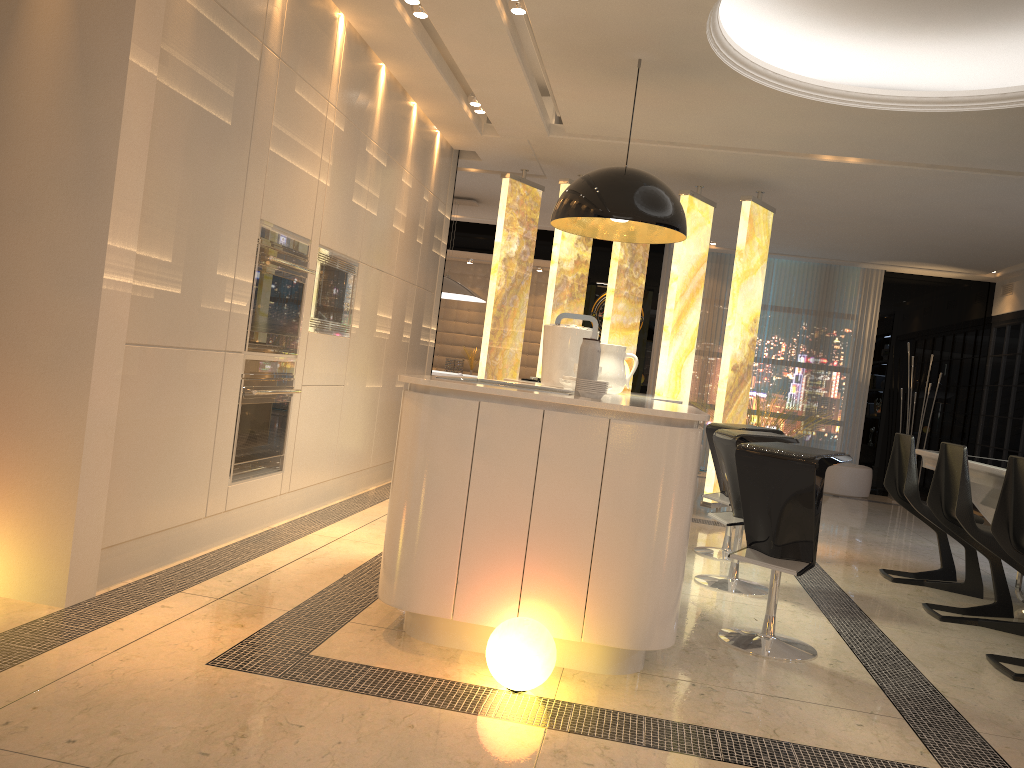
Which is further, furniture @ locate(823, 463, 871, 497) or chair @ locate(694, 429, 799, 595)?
furniture @ locate(823, 463, 871, 497)

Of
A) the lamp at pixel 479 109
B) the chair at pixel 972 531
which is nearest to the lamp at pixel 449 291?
the lamp at pixel 479 109

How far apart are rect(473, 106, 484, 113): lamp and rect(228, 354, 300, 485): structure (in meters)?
2.49

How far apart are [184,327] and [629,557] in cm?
193

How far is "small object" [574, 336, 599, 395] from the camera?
3.2 meters

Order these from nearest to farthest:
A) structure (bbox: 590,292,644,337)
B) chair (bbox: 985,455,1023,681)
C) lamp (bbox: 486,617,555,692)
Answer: lamp (bbox: 486,617,555,692) → chair (bbox: 985,455,1023,681) → structure (bbox: 590,292,644,337)

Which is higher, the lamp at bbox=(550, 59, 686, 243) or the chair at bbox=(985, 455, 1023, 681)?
the lamp at bbox=(550, 59, 686, 243)

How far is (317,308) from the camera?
4.8m

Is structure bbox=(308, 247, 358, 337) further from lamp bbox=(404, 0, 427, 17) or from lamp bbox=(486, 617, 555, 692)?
lamp bbox=(486, 617, 555, 692)

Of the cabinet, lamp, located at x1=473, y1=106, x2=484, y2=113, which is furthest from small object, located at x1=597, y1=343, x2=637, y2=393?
lamp, located at x1=473, y1=106, x2=484, y2=113
